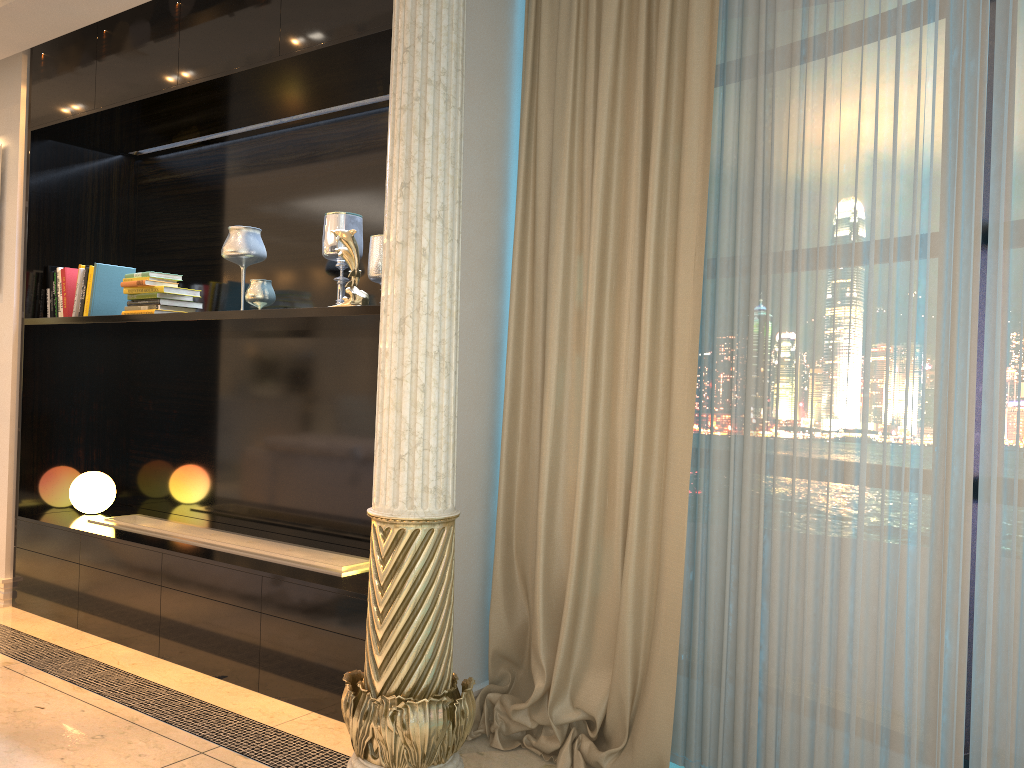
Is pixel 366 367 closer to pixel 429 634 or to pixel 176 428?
pixel 176 428

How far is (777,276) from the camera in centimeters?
241cm

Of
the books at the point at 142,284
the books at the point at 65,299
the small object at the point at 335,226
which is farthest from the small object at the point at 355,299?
the books at the point at 65,299

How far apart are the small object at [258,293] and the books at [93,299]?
0.99m

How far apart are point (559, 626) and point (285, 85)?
2.3m

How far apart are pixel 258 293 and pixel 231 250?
0.2m

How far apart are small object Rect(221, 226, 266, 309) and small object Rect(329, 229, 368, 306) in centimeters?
67cm

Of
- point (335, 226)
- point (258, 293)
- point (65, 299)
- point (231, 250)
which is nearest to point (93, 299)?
point (65, 299)

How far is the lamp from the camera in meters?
4.3

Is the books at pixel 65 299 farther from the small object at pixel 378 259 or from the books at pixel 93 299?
the small object at pixel 378 259
